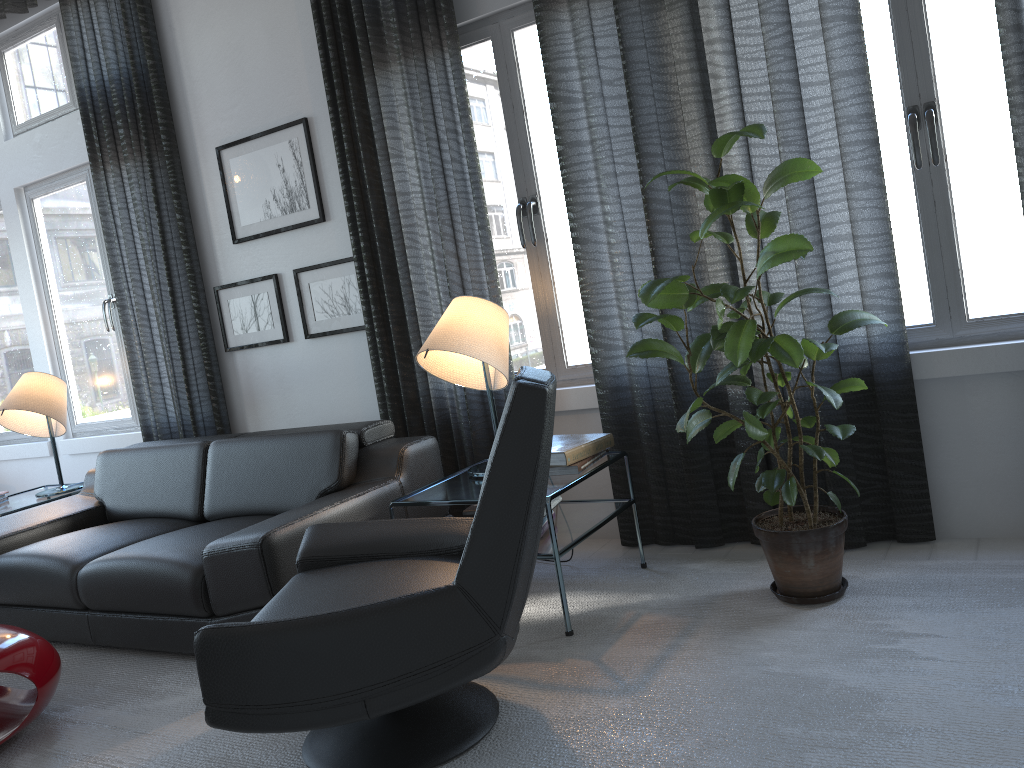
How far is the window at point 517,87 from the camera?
3.4 meters

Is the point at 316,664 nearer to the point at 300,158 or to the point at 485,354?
the point at 485,354

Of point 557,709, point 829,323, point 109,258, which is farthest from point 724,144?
point 109,258

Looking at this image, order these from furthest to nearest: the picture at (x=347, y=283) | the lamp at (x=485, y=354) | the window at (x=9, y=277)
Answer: the window at (x=9, y=277)
the picture at (x=347, y=283)
the lamp at (x=485, y=354)

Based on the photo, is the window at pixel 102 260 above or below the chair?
above

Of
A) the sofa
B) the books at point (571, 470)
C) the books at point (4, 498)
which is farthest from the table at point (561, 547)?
the books at point (4, 498)

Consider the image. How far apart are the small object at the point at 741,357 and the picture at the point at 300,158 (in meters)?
1.92

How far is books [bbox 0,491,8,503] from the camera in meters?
4.4 m

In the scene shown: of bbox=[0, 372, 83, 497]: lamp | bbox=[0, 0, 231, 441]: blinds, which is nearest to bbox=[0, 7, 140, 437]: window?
bbox=[0, 0, 231, 441]: blinds

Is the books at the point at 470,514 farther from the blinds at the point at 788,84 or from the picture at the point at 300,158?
the picture at the point at 300,158
